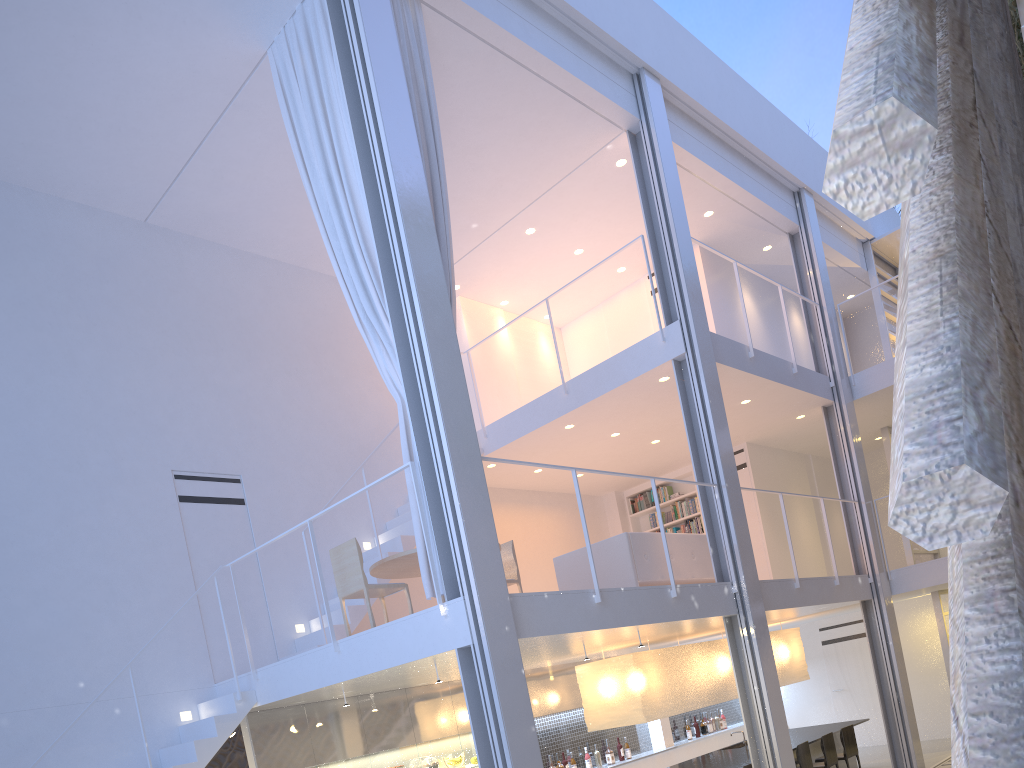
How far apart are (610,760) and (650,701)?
1.38m

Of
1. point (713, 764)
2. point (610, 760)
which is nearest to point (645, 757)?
point (610, 760)

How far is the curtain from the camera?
3.33m

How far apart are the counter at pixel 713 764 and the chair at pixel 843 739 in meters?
0.2 m

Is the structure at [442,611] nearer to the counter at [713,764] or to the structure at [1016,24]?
the structure at [1016,24]

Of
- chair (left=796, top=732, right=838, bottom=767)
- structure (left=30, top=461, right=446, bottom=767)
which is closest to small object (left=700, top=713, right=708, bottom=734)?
chair (left=796, top=732, right=838, bottom=767)

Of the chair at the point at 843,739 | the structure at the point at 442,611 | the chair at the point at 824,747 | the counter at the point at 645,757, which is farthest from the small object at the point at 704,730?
the structure at the point at 442,611

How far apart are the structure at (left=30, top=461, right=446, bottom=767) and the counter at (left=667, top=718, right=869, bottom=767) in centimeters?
271cm

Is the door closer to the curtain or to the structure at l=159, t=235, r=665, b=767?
the structure at l=159, t=235, r=665, b=767

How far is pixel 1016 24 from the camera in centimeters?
291cm
